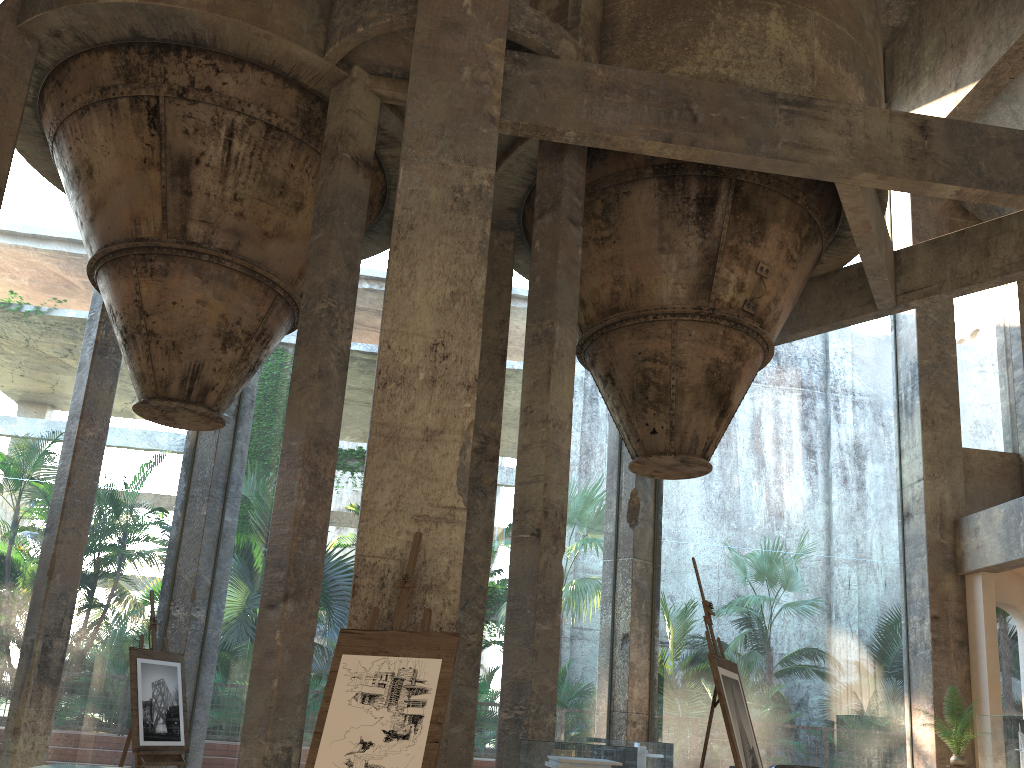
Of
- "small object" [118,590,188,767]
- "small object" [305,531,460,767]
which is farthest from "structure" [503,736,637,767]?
"small object" [305,531,460,767]

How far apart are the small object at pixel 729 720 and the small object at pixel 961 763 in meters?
6.1 m

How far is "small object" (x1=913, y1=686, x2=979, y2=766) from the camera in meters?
9.7

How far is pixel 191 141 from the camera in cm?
770

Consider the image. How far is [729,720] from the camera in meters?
4.4

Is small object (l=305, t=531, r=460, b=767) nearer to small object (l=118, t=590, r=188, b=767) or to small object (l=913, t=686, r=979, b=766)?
small object (l=118, t=590, r=188, b=767)

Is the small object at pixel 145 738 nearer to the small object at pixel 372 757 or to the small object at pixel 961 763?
the small object at pixel 372 757

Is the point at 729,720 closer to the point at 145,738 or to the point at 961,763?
the point at 145,738

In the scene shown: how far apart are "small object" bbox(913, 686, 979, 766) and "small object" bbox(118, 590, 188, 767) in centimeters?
790cm

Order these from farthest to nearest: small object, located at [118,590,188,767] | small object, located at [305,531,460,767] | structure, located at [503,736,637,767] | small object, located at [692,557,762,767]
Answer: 1. structure, located at [503,736,637,767]
2. small object, located at [118,590,188,767]
3. small object, located at [692,557,762,767]
4. small object, located at [305,531,460,767]
